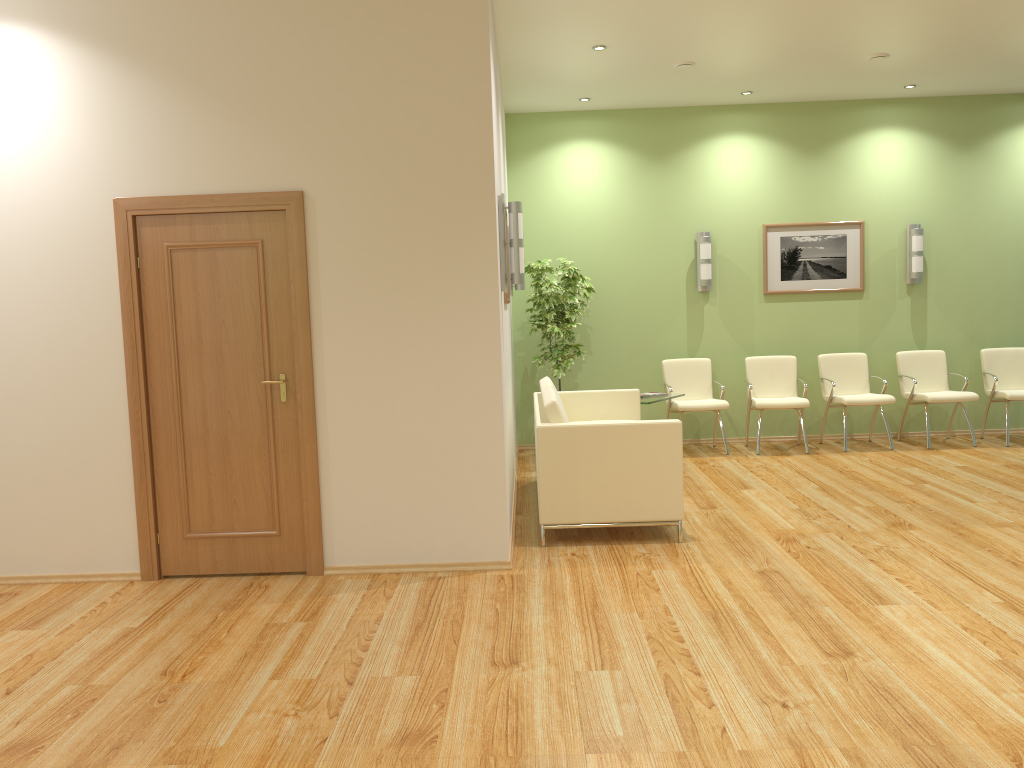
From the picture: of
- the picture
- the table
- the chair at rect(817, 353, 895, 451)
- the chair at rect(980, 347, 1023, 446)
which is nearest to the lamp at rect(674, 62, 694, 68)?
the picture

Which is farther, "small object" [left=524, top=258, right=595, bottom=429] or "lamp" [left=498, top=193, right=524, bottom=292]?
"small object" [left=524, top=258, right=595, bottom=429]

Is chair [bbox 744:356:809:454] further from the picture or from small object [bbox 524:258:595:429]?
small object [bbox 524:258:595:429]

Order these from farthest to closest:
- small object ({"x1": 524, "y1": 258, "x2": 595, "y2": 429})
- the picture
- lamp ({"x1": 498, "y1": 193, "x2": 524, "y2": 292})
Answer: the picture → small object ({"x1": 524, "y1": 258, "x2": 595, "y2": 429}) → lamp ({"x1": 498, "y1": 193, "x2": 524, "y2": 292})

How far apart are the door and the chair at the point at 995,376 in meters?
6.6

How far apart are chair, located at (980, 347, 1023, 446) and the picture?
1.3 meters

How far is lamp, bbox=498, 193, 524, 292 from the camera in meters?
5.2 m

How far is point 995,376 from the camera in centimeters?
837cm

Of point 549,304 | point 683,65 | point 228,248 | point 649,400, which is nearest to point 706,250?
point 549,304

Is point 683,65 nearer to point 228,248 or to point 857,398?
point 857,398
